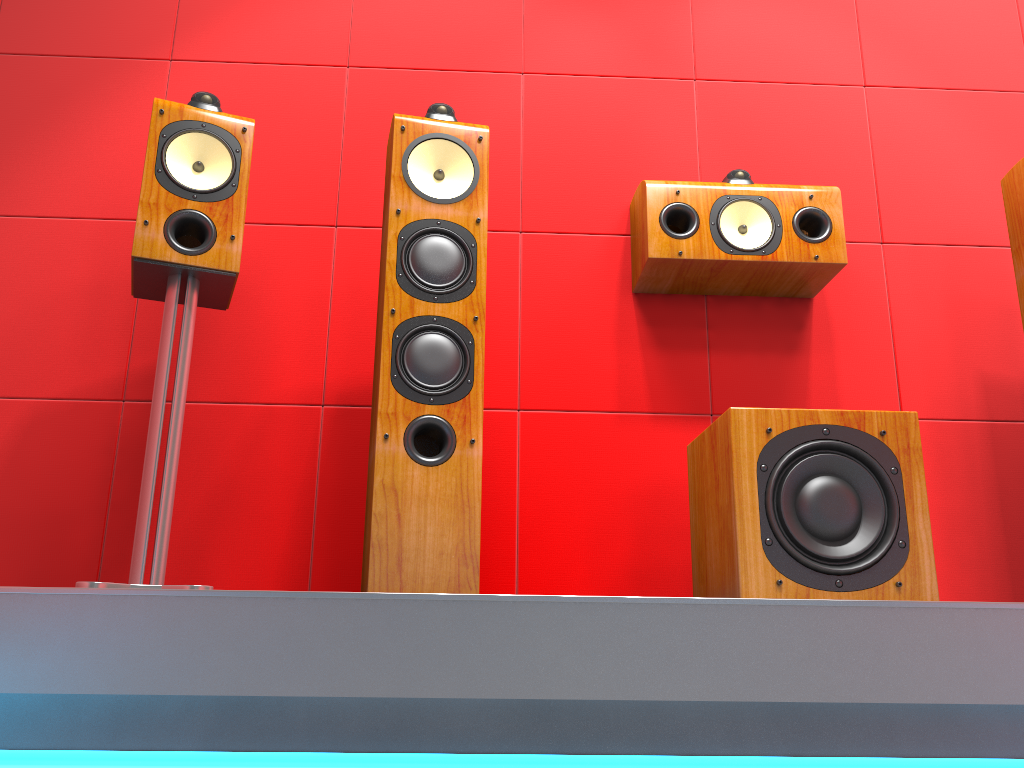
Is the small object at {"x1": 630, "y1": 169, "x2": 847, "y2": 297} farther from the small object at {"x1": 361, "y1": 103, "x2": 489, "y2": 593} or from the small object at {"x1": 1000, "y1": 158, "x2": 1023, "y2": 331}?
the small object at {"x1": 361, "y1": 103, "x2": 489, "y2": 593}

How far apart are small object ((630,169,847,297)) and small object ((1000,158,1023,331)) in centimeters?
39cm

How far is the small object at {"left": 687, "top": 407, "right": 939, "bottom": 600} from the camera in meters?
1.6 m

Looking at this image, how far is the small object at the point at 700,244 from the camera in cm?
217

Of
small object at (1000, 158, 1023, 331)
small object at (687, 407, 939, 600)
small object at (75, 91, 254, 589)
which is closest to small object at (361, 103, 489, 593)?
small object at (75, 91, 254, 589)

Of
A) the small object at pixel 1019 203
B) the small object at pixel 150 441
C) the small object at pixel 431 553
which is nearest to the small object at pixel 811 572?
the small object at pixel 431 553

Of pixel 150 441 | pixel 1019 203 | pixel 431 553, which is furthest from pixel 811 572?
pixel 150 441

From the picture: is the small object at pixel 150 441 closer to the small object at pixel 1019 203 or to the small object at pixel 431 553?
the small object at pixel 431 553

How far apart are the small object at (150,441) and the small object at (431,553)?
0.29m

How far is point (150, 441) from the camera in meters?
1.7
